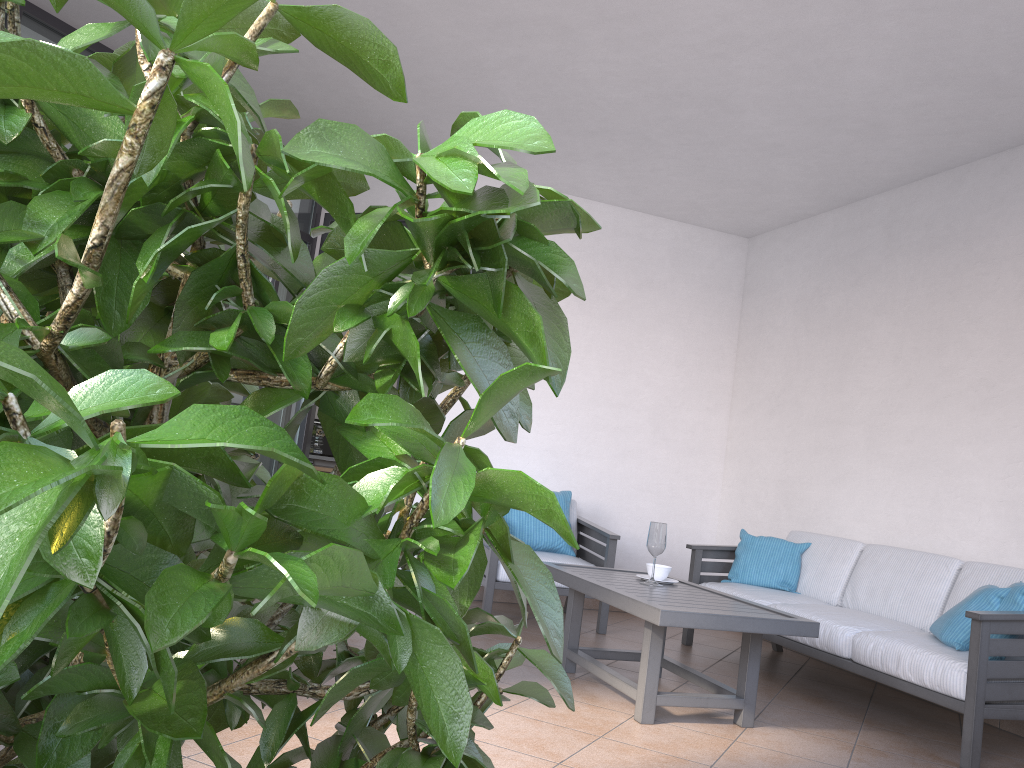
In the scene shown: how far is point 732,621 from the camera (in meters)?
3.33

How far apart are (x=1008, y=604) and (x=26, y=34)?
5.27m

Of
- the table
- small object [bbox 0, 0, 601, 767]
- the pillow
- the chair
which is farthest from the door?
small object [bbox 0, 0, 601, 767]

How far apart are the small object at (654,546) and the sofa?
0.72m

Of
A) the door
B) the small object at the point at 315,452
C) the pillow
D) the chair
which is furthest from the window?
the pillow

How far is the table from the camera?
3.33m

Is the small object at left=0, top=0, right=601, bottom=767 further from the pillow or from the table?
the pillow

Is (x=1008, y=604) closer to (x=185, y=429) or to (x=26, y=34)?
(x=185, y=429)

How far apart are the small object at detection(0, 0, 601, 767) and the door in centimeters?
529cm

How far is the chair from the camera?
5.2 meters
